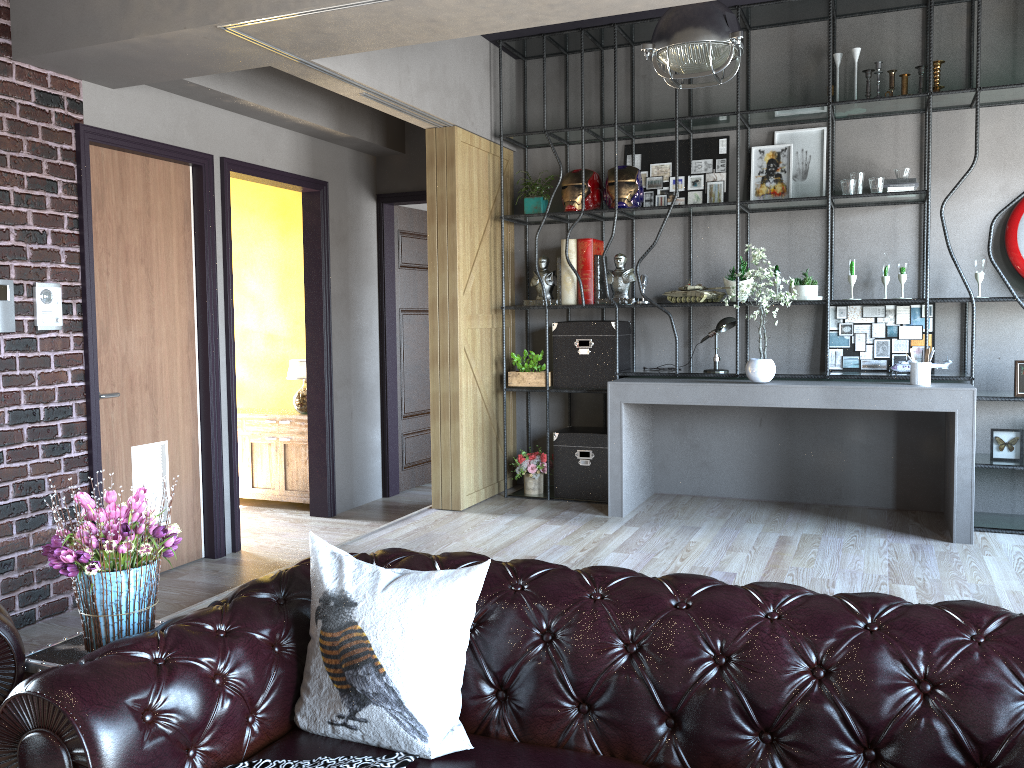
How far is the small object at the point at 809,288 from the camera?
5.7 meters

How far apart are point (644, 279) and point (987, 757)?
4.5 meters

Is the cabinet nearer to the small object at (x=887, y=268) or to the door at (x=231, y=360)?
the door at (x=231, y=360)

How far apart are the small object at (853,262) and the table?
4.7m

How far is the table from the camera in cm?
235

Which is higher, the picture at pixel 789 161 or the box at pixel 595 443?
the picture at pixel 789 161

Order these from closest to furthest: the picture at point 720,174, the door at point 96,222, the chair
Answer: the chair, the door at point 96,222, the picture at point 720,174

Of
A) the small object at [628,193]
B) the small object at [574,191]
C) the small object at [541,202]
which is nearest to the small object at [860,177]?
the small object at [628,193]

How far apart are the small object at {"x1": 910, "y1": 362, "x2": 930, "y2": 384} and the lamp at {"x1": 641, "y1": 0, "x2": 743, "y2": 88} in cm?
201

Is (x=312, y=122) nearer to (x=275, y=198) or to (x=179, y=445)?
(x=275, y=198)
